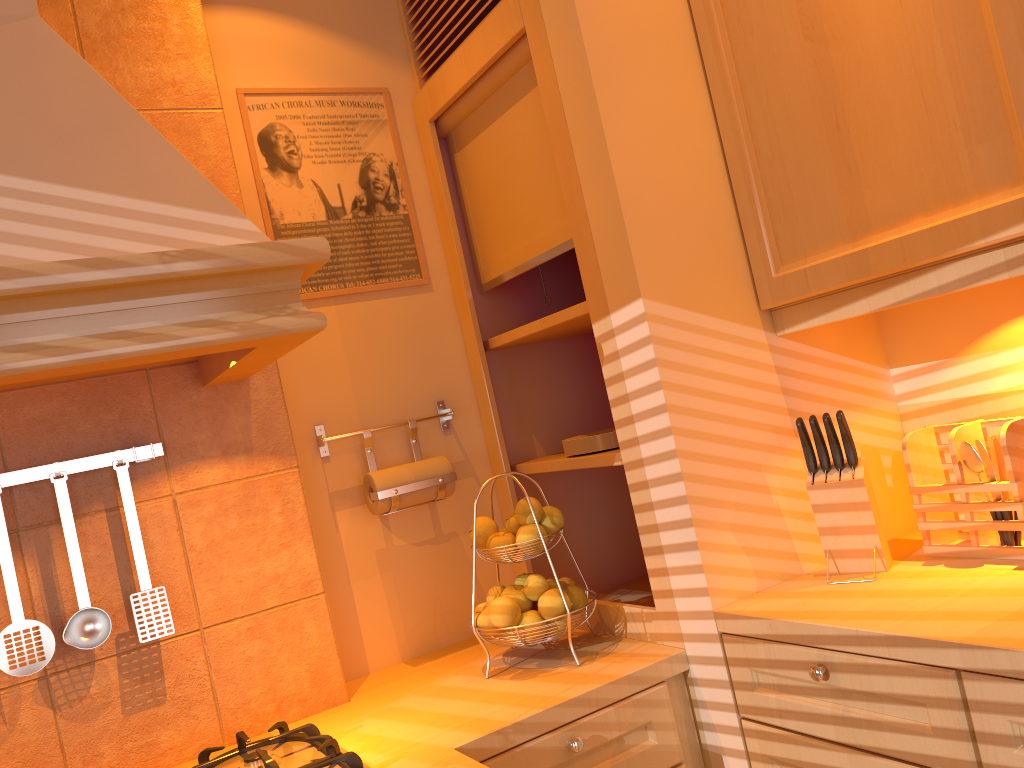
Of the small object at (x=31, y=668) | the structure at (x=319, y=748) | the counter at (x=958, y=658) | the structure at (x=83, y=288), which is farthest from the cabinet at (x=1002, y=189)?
the small object at (x=31, y=668)

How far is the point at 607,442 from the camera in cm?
187

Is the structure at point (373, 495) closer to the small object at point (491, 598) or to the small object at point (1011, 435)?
the small object at point (491, 598)

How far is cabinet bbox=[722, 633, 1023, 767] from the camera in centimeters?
112cm

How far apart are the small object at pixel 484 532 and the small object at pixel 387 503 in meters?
0.2 m

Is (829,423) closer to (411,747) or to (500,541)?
A: (500,541)

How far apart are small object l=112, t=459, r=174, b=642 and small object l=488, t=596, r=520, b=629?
0.59m

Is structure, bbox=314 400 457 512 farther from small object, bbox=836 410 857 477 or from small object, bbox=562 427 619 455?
small object, bbox=836 410 857 477

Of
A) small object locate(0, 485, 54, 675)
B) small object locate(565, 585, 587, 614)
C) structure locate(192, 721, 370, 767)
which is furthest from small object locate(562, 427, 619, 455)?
small object locate(0, 485, 54, 675)

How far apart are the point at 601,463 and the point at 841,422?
0.5m
